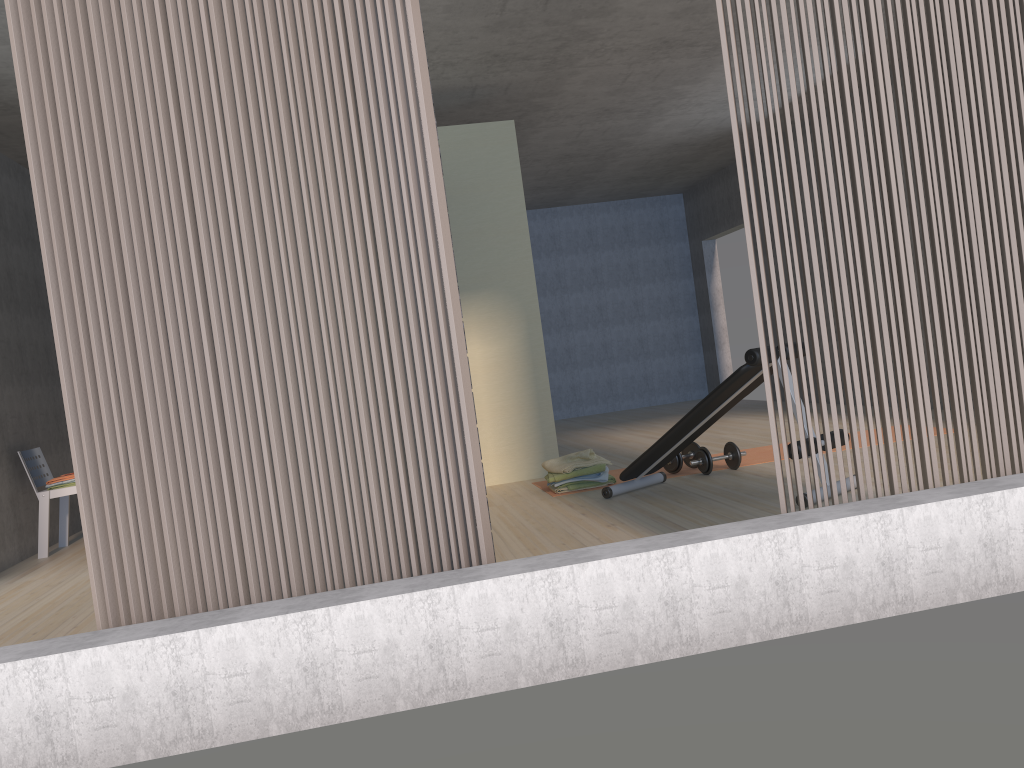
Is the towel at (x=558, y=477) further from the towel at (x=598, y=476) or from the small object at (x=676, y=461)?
the small object at (x=676, y=461)

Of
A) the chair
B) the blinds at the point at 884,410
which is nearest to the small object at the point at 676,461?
the blinds at the point at 884,410

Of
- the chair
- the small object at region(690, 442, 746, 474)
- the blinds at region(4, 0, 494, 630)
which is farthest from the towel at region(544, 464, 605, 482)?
the chair

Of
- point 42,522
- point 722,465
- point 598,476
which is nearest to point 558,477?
point 598,476

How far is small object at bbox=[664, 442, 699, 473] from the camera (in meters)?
5.49

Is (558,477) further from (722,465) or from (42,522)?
(42,522)

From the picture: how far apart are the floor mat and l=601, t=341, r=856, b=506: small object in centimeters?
36cm

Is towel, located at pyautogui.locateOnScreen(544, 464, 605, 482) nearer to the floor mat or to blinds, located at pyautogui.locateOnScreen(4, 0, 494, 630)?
the floor mat

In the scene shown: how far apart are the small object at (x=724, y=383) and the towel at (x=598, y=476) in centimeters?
30cm

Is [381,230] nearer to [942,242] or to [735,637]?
[735,637]
